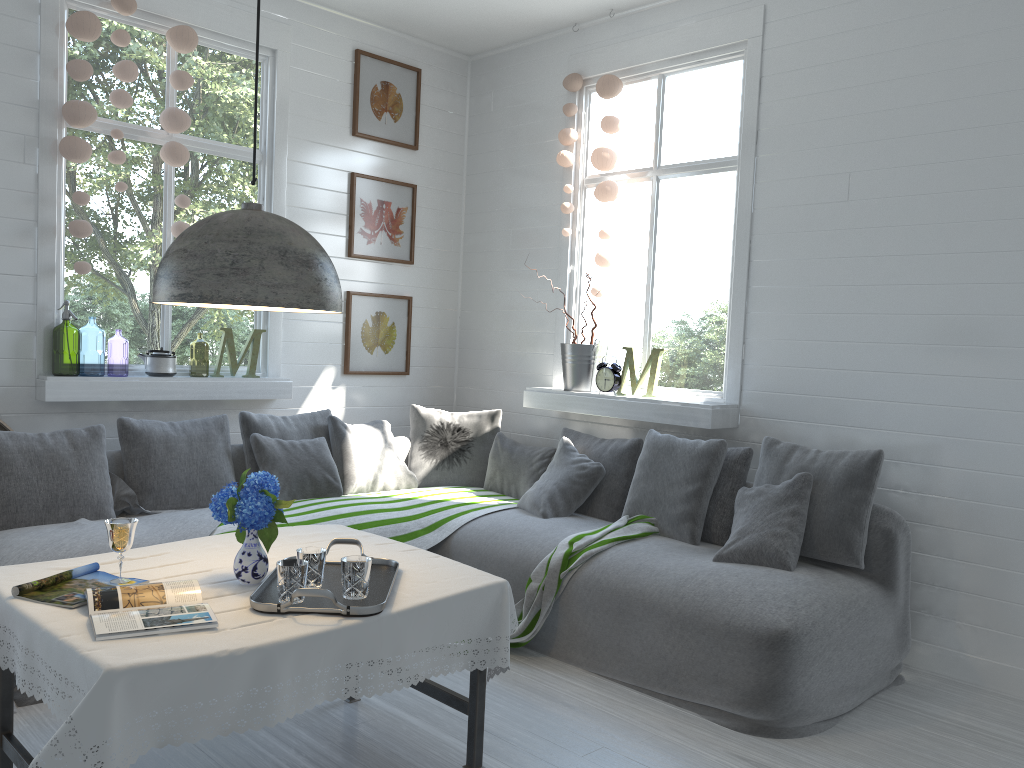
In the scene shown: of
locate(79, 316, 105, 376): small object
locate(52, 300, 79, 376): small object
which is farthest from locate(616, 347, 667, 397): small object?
locate(79, 316, 105, 376): small object

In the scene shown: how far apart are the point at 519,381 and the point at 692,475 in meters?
2.1 m

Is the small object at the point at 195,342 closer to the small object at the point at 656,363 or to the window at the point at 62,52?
the window at the point at 62,52

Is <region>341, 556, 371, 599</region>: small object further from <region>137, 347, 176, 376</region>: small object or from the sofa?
<region>137, 347, 176, 376</region>: small object

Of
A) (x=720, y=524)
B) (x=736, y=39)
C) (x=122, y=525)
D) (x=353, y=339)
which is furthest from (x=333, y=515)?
(x=736, y=39)

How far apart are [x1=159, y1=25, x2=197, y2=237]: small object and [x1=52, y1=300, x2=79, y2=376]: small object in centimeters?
73cm

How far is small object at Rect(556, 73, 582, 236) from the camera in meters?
5.9 m

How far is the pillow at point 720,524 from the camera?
4.6 meters

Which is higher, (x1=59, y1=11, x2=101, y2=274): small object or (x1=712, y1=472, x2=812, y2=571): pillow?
(x1=59, y1=11, x2=101, y2=274): small object

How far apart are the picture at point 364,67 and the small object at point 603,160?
1.48m
